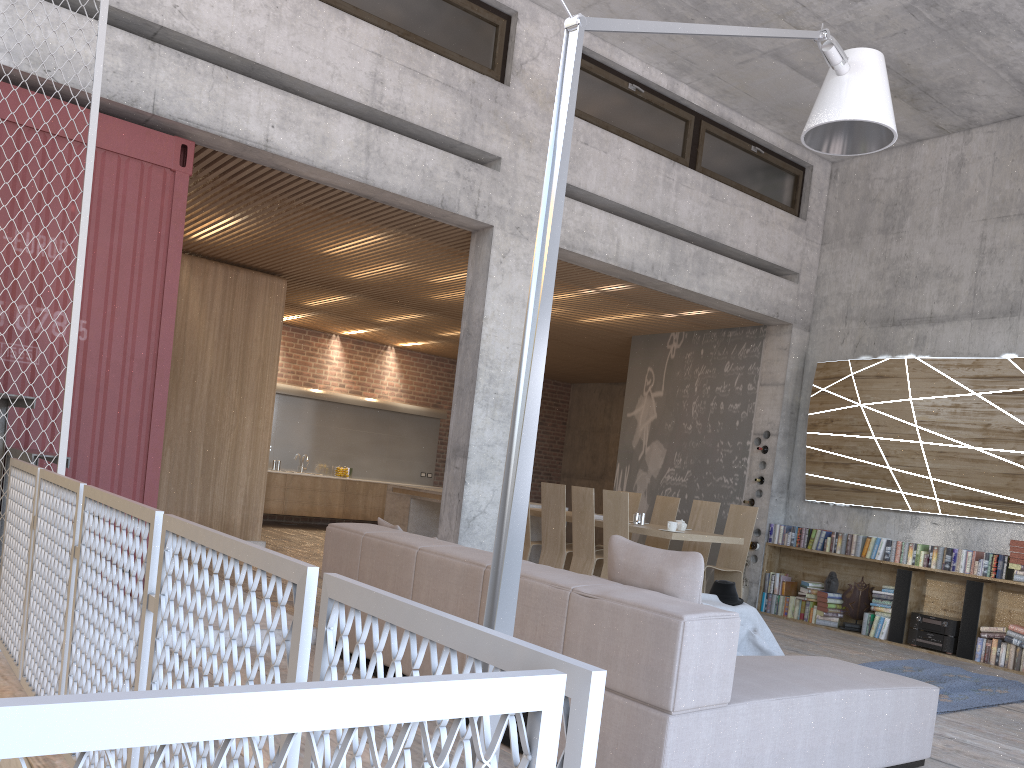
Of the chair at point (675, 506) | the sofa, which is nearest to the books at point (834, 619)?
the chair at point (675, 506)

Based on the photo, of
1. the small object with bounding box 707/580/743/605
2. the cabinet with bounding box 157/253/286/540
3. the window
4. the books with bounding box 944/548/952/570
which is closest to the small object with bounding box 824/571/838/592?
the books with bounding box 944/548/952/570

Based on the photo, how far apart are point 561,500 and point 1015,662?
4.2 meters

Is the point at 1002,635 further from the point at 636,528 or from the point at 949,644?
the point at 636,528

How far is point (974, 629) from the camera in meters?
7.9

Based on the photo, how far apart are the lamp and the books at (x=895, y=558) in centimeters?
517cm

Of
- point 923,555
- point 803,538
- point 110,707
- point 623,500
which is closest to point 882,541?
point 923,555

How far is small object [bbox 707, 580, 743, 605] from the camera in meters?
6.3 m

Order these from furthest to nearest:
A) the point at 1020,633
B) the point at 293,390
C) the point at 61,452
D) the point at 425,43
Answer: the point at 293,390 → the point at 1020,633 → the point at 425,43 → the point at 61,452

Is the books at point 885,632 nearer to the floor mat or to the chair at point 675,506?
the floor mat
